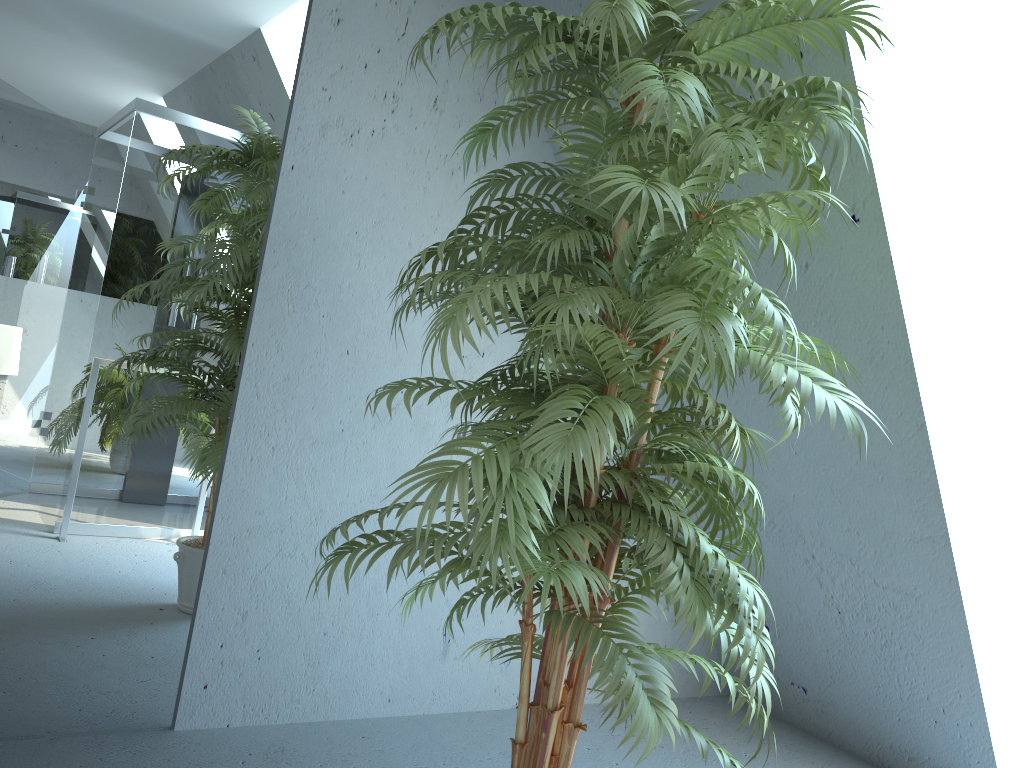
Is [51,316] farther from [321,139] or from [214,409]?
[321,139]

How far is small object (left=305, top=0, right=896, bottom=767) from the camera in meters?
1.4

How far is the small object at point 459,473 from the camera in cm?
135

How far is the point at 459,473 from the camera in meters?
1.4
